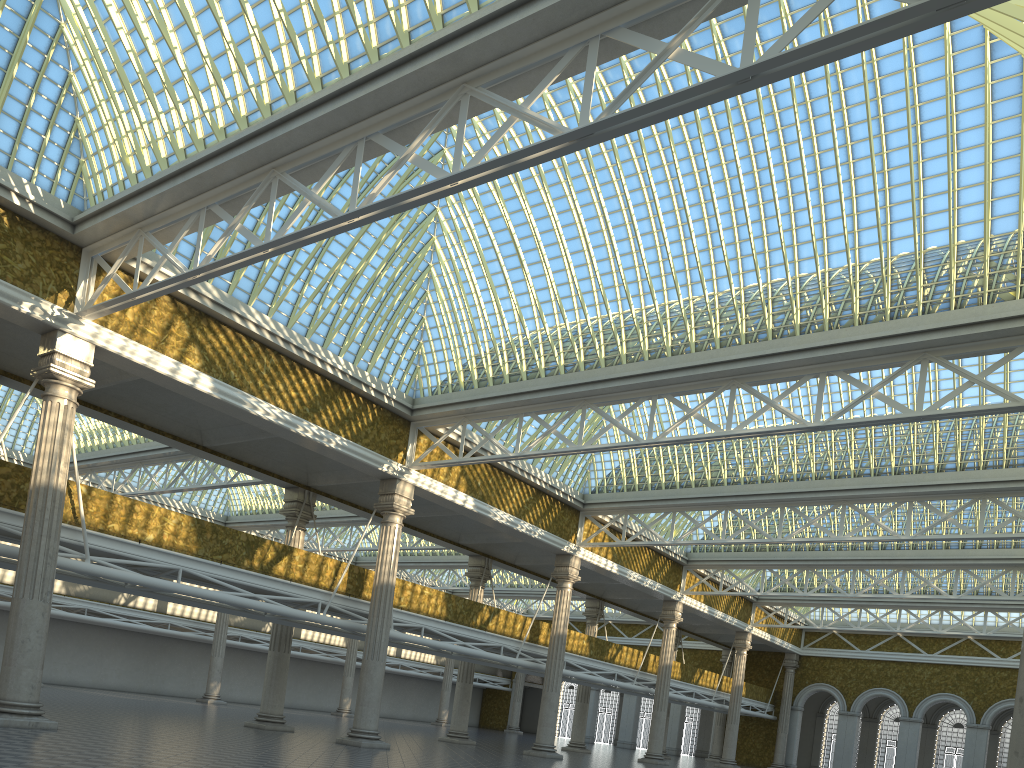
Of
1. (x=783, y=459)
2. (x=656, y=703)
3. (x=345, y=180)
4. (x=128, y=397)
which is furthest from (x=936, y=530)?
(x=128, y=397)
